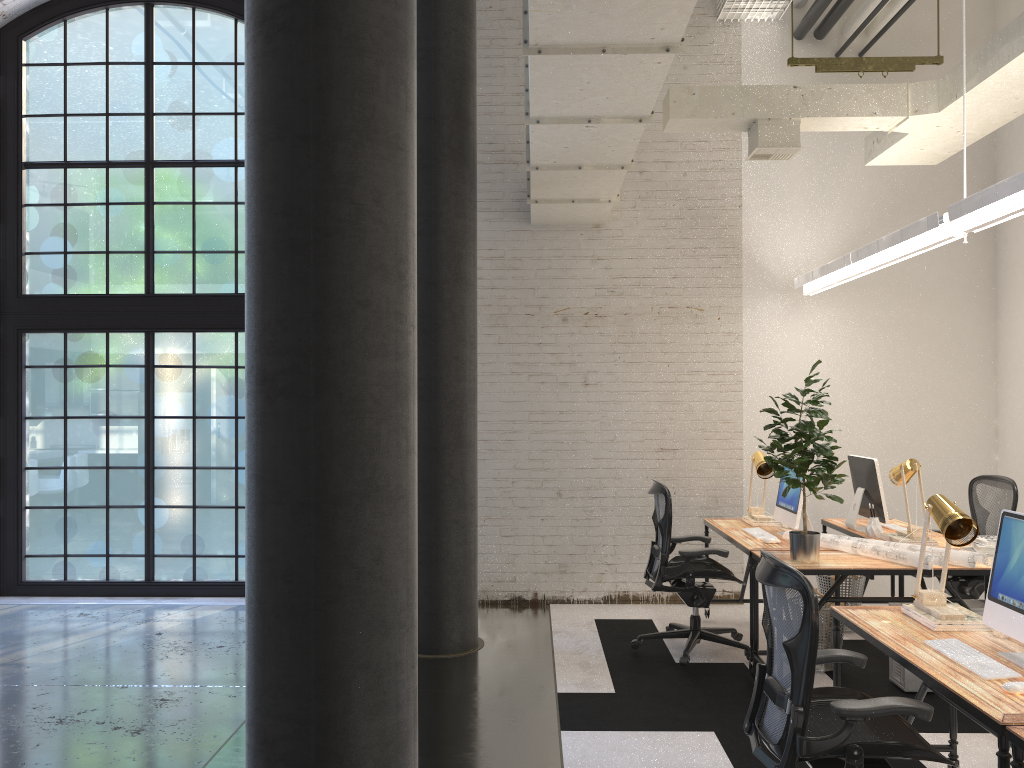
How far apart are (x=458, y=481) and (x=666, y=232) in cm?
277

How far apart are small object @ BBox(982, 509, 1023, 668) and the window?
5.8 meters

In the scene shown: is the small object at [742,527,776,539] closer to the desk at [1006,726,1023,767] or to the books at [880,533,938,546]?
the books at [880,533,938,546]

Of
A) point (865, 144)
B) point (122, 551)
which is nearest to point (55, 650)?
point (122, 551)

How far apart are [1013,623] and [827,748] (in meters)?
0.85

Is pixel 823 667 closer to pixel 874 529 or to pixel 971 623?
pixel 874 529

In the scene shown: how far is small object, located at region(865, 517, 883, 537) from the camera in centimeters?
549cm

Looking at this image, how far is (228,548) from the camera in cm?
738

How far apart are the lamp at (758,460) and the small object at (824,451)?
1.02m

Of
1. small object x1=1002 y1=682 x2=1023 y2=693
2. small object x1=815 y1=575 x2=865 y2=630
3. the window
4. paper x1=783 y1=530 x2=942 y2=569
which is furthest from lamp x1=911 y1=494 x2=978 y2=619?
the window
